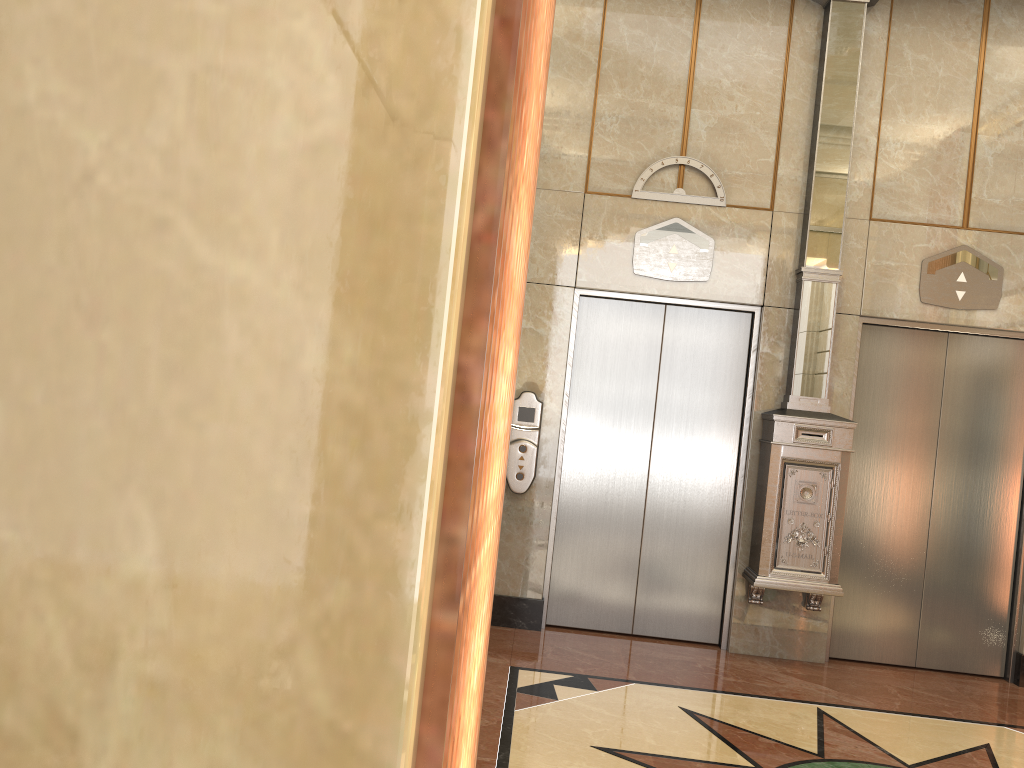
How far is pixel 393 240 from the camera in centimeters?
46cm
